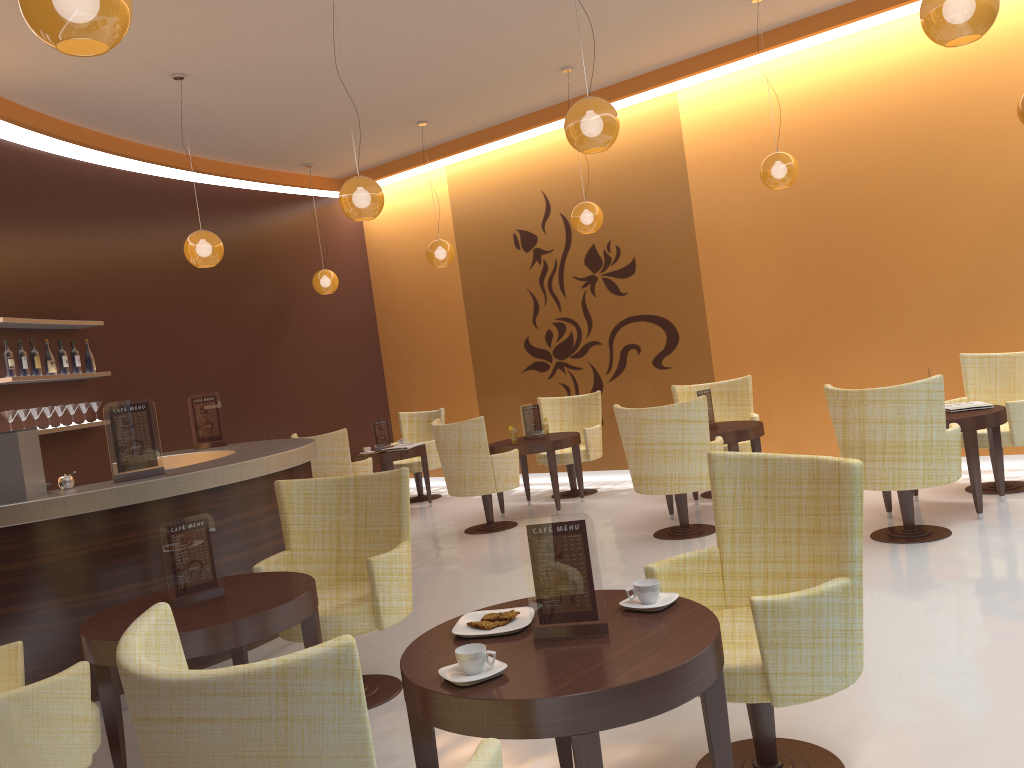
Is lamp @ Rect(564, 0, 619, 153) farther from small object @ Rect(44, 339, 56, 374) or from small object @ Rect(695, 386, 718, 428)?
small object @ Rect(44, 339, 56, 374)

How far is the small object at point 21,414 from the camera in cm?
680

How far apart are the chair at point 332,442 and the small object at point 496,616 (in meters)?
6.04

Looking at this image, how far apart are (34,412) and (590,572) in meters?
6.0

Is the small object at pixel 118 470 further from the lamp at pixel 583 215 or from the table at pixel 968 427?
the table at pixel 968 427

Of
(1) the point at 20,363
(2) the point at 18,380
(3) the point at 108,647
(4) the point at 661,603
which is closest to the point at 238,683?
(4) the point at 661,603

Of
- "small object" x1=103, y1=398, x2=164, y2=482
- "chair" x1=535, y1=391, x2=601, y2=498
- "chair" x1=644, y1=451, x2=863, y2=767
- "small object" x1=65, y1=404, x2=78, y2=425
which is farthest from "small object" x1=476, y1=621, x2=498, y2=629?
"chair" x1=535, y1=391, x2=601, y2=498

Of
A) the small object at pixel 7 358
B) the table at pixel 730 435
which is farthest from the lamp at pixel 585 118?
the small object at pixel 7 358

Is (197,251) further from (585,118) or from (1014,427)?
(1014,427)

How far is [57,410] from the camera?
7.3 meters
